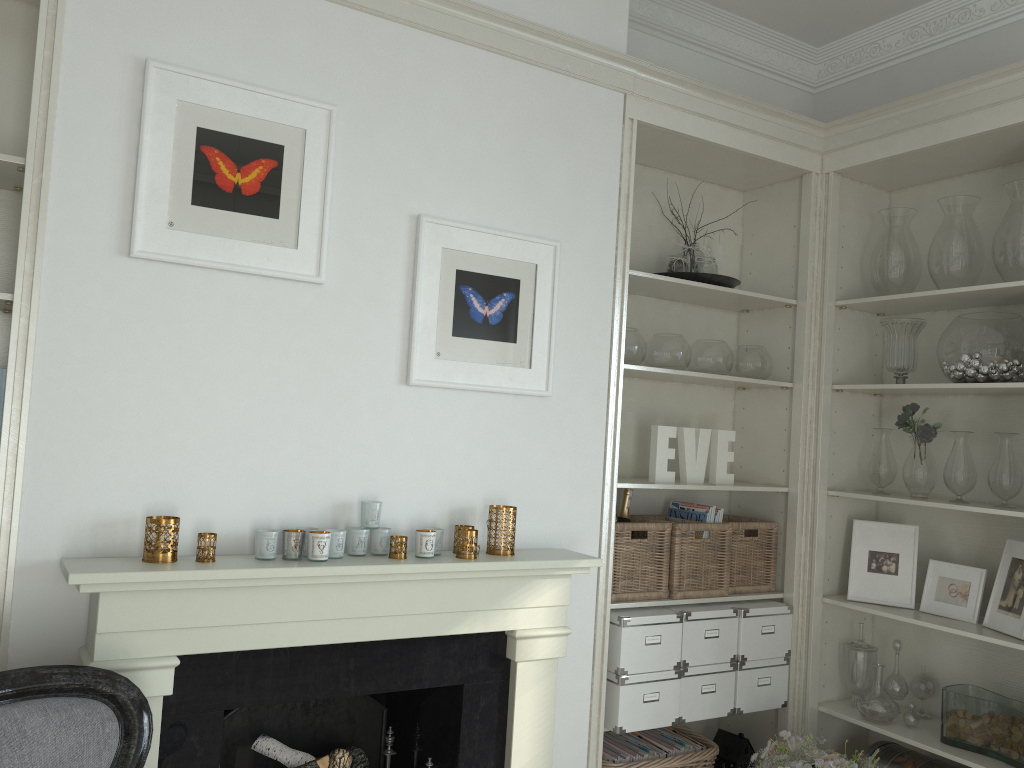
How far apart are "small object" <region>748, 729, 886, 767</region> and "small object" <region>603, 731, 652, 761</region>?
0.4 meters

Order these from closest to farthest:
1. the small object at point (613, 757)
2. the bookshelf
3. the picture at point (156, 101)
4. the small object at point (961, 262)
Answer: the bookshelf → the picture at point (156, 101) → the small object at point (613, 757) → the small object at point (961, 262)

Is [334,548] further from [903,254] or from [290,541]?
[903,254]

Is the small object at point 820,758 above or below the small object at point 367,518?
below

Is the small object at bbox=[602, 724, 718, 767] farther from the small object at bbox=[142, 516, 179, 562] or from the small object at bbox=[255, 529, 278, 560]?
the small object at bbox=[142, 516, 179, 562]

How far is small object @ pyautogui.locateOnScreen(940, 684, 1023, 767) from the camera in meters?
2.8

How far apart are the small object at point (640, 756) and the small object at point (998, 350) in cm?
169

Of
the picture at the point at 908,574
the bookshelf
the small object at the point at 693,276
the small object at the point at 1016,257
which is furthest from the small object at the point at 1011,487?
the bookshelf

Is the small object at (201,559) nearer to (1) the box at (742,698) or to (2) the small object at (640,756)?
(2) the small object at (640,756)

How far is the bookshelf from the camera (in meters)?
→ 2.05
